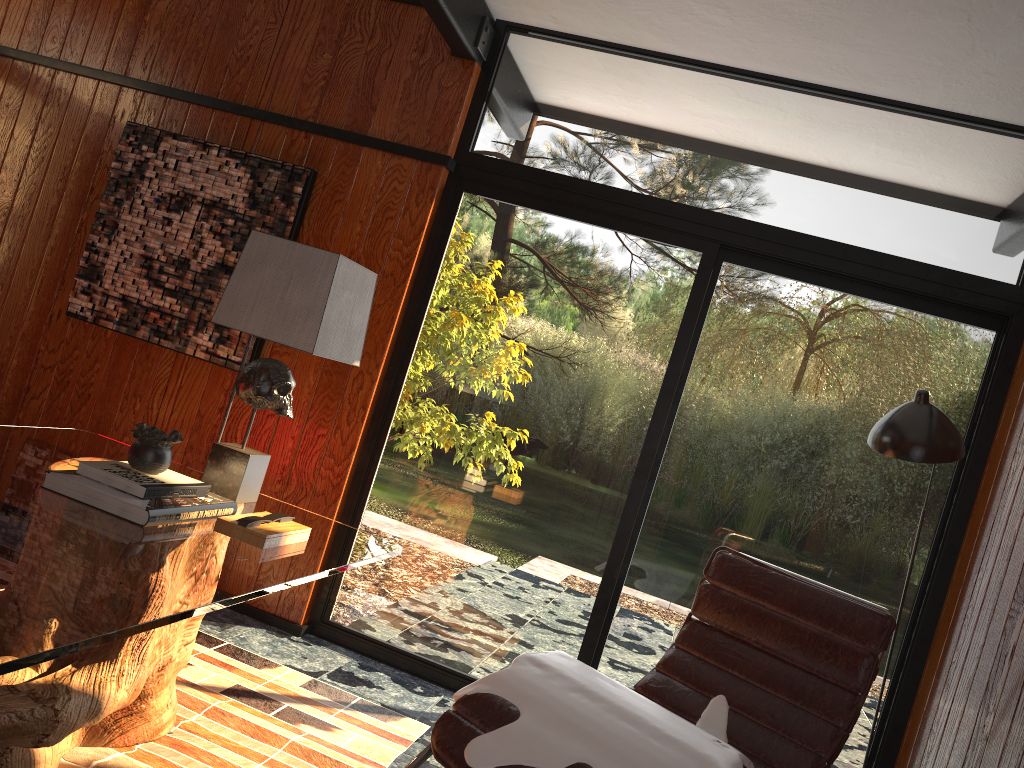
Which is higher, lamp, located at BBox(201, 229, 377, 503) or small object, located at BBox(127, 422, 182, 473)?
lamp, located at BBox(201, 229, 377, 503)

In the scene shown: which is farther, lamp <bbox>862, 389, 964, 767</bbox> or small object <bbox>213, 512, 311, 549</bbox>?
lamp <bbox>862, 389, 964, 767</bbox>

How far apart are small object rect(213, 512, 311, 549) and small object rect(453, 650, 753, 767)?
0.5m

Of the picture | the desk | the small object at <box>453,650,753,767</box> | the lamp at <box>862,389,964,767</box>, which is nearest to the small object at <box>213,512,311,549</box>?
the desk

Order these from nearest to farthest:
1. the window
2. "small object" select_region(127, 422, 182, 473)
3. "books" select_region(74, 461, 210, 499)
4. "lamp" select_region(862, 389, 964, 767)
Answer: "books" select_region(74, 461, 210, 499) → "small object" select_region(127, 422, 182, 473) → "lamp" select_region(862, 389, 964, 767) → the window

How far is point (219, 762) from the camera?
2.3 meters

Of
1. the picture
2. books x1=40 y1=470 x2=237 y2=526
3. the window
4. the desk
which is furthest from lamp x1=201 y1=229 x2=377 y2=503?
the picture

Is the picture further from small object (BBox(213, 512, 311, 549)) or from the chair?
the chair

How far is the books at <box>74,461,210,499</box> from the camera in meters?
2.0

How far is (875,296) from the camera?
3.22m
